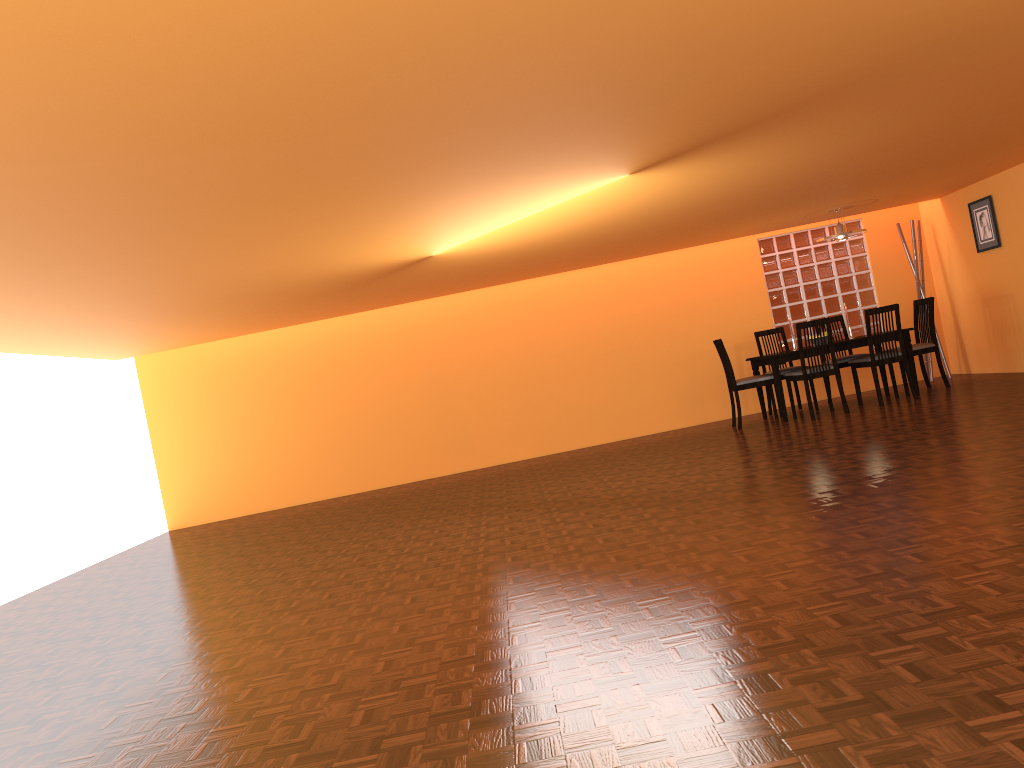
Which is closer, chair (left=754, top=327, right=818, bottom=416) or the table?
the table

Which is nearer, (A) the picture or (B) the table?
(B) the table

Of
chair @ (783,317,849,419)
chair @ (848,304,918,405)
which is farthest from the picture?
chair @ (783,317,849,419)

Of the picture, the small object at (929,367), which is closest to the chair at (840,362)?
the small object at (929,367)

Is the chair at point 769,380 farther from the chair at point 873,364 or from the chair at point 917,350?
the chair at point 917,350

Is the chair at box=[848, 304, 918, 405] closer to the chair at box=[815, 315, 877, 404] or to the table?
the table

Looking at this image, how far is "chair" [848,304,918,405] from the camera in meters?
7.3 m

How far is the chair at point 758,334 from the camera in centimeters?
836cm

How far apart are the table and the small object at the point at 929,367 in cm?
130

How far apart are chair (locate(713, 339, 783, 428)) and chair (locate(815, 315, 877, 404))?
0.82m
